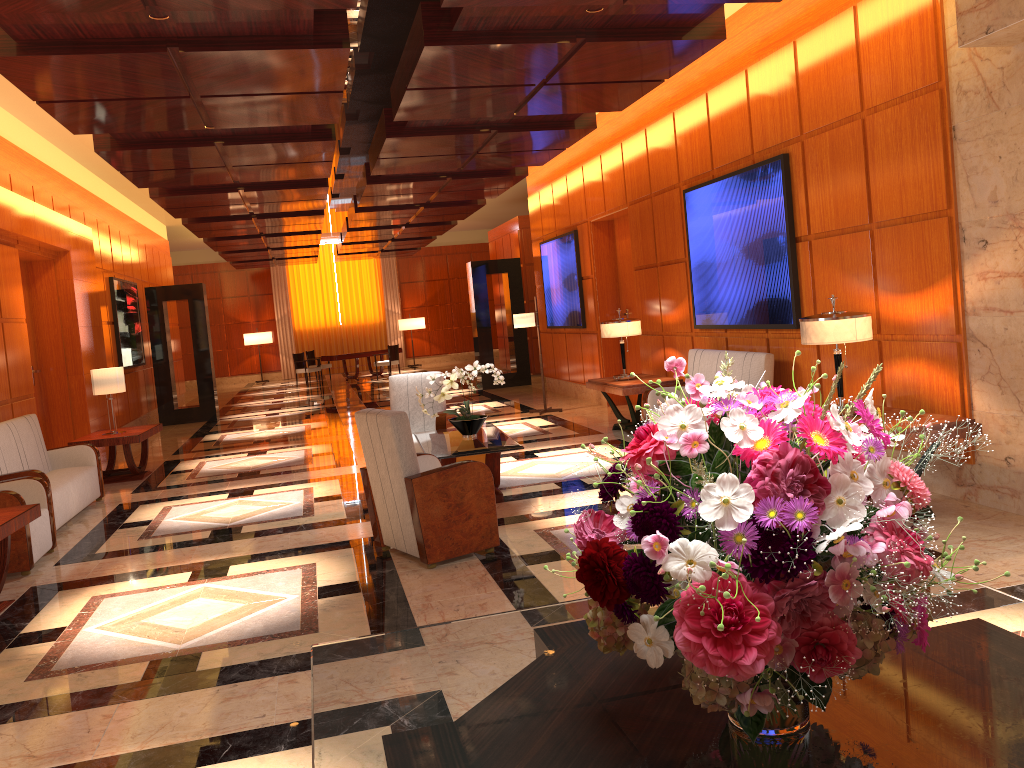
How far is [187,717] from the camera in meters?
3.6

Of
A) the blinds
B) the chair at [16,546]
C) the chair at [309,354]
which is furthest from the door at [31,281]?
the blinds

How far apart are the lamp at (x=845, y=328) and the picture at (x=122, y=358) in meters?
11.3 m

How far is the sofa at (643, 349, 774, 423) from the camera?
7.6 meters

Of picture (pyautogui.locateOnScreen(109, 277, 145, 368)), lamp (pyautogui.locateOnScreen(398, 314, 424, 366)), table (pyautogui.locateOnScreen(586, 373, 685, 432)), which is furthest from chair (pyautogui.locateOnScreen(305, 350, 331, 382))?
table (pyautogui.locateOnScreen(586, 373, 685, 432))

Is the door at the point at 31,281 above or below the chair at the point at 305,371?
above

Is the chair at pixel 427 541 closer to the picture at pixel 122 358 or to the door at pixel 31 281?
the door at pixel 31 281

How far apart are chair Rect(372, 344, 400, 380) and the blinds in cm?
544

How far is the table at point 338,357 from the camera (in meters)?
22.60

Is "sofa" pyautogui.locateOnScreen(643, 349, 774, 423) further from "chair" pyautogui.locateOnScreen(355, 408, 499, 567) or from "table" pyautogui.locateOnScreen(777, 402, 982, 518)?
"chair" pyautogui.locateOnScreen(355, 408, 499, 567)
